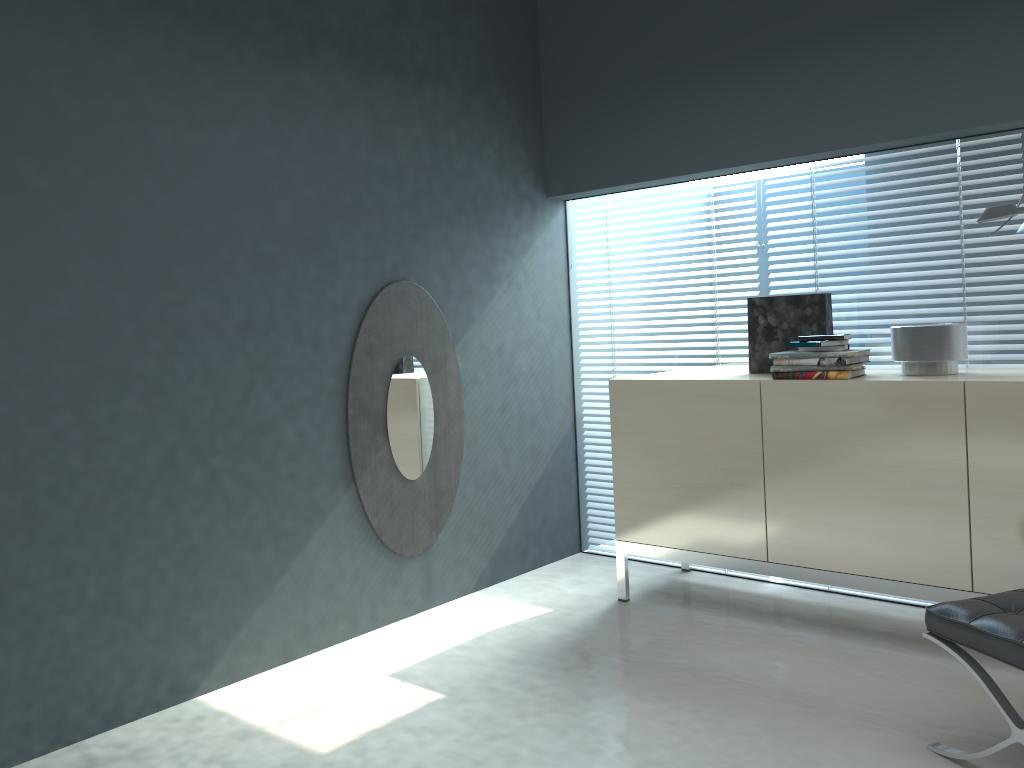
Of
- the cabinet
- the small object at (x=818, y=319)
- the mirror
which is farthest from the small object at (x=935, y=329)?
the mirror

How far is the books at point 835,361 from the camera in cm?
298

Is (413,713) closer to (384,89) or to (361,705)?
(361,705)

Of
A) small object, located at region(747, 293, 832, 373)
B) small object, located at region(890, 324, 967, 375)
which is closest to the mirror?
small object, located at region(747, 293, 832, 373)

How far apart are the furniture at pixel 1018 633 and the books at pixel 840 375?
0.9 meters

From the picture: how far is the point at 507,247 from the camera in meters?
4.0 m

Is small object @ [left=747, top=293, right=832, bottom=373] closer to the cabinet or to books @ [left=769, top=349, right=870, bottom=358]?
the cabinet

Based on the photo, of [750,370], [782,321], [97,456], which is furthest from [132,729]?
[782,321]

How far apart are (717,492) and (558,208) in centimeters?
166cm

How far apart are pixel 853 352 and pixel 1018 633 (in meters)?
1.15
